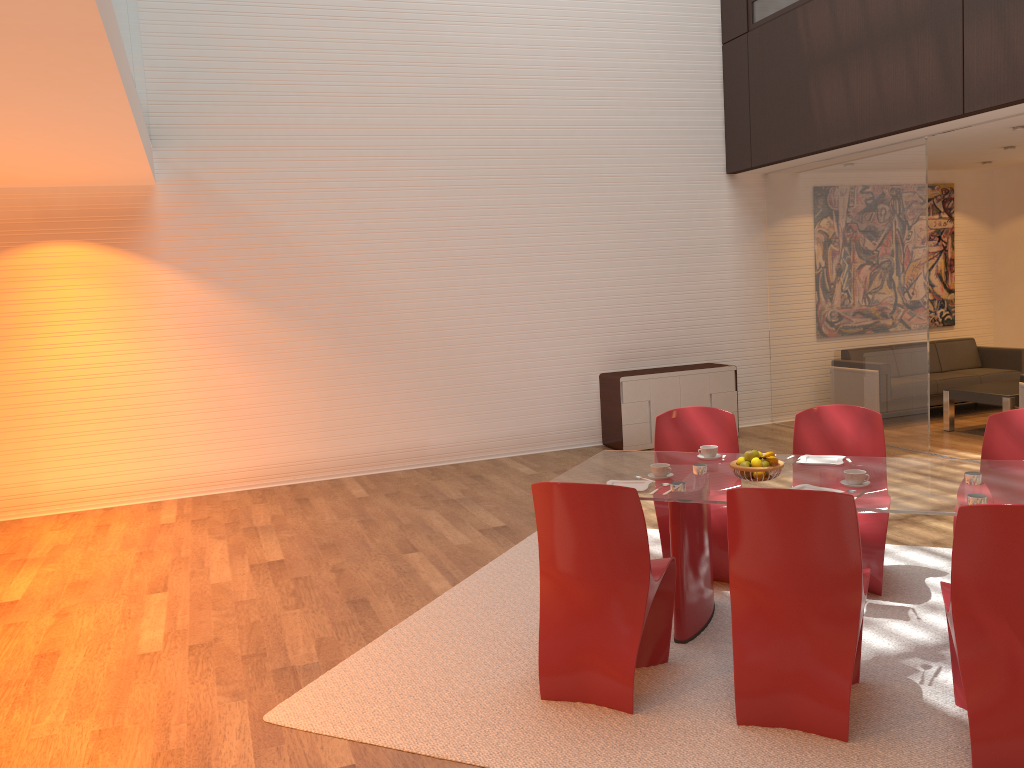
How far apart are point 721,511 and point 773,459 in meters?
0.8

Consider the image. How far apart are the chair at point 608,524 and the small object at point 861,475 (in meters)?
0.81

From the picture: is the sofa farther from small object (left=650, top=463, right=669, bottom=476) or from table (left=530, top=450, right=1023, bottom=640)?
small object (left=650, top=463, right=669, bottom=476)

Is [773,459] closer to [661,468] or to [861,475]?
[861,475]

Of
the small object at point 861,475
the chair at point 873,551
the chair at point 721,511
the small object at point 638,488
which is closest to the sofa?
the chair at point 873,551

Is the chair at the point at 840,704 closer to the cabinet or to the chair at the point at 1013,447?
the chair at the point at 1013,447

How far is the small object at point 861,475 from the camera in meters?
3.7

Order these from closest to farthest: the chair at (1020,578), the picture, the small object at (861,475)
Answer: the chair at (1020,578)
the small object at (861,475)
the picture

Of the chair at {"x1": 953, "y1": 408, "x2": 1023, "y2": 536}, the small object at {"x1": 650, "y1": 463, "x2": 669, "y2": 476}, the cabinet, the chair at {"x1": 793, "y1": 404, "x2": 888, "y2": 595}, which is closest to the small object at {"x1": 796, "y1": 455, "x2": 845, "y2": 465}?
the chair at {"x1": 793, "y1": 404, "x2": 888, "y2": 595}

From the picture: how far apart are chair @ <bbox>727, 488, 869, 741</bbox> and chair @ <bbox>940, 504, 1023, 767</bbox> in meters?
0.3 m
